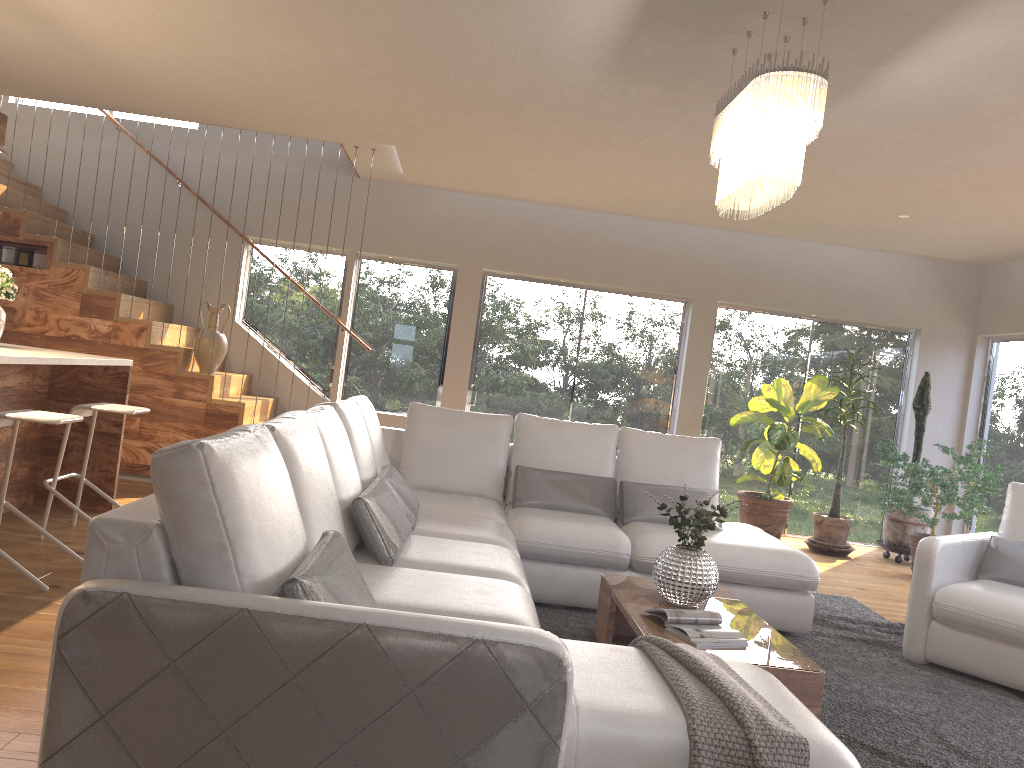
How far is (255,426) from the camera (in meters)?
2.45

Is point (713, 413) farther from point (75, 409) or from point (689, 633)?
point (75, 409)

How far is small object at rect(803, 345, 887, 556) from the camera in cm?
764

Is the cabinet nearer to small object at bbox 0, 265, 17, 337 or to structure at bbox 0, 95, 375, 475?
small object at bbox 0, 265, 17, 337

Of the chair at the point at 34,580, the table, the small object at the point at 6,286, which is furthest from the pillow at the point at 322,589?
the small object at the point at 6,286

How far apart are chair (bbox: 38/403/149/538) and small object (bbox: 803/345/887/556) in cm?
557

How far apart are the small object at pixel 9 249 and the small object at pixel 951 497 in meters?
7.0 m

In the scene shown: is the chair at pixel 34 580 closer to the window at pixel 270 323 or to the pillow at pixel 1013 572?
the window at pixel 270 323

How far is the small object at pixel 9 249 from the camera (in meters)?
6.80

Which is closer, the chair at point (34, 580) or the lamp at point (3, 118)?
the chair at point (34, 580)
